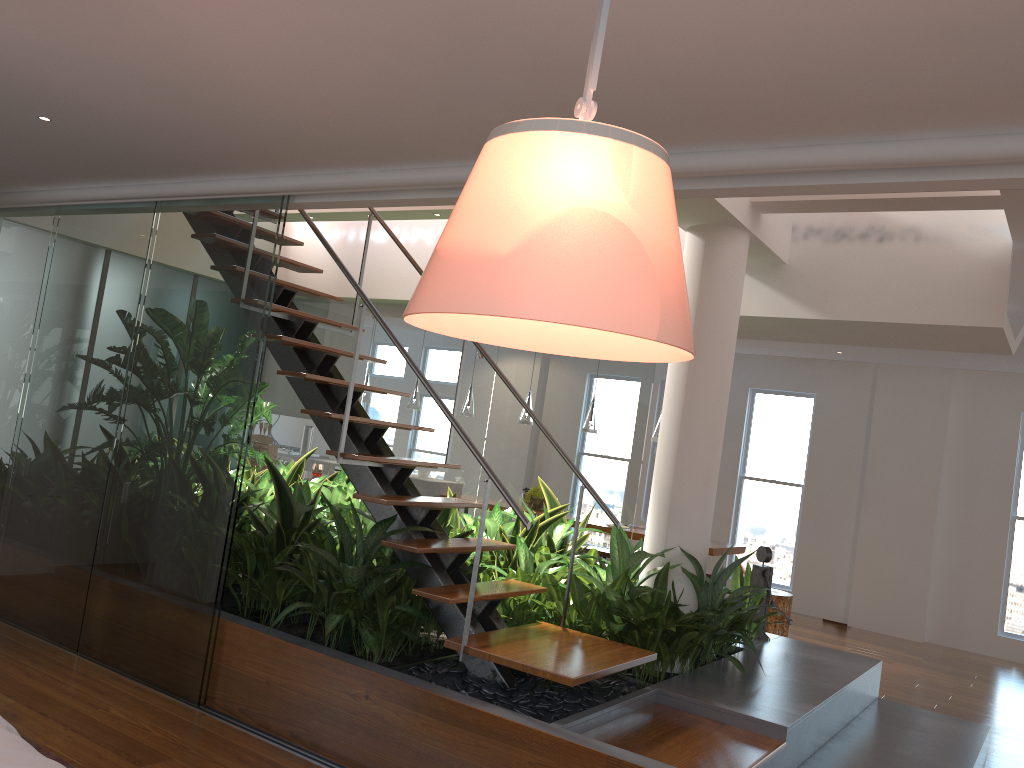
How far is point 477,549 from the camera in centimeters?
345cm

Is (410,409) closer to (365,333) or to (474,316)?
(365,333)

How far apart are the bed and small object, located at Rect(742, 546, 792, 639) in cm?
406

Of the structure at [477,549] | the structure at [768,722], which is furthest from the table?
the structure at [477,549]

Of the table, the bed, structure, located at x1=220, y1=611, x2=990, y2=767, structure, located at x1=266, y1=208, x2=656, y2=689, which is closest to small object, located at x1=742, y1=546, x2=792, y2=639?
structure, located at x1=220, y1=611, x2=990, y2=767

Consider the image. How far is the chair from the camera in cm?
737

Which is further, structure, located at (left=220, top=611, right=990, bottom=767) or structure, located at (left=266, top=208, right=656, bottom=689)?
structure, located at (left=220, top=611, right=990, bottom=767)

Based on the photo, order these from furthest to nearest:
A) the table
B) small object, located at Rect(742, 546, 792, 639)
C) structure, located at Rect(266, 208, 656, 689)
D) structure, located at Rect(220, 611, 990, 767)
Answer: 1. the table
2. small object, located at Rect(742, 546, 792, 639)
3. structure, located at Rect(220, 611, 990, 767)
4. structure, located at Rect(266, 208, 656, 689)

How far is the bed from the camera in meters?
1.8

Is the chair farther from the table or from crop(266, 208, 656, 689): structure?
crop(266, 208, 656, 689): structure
